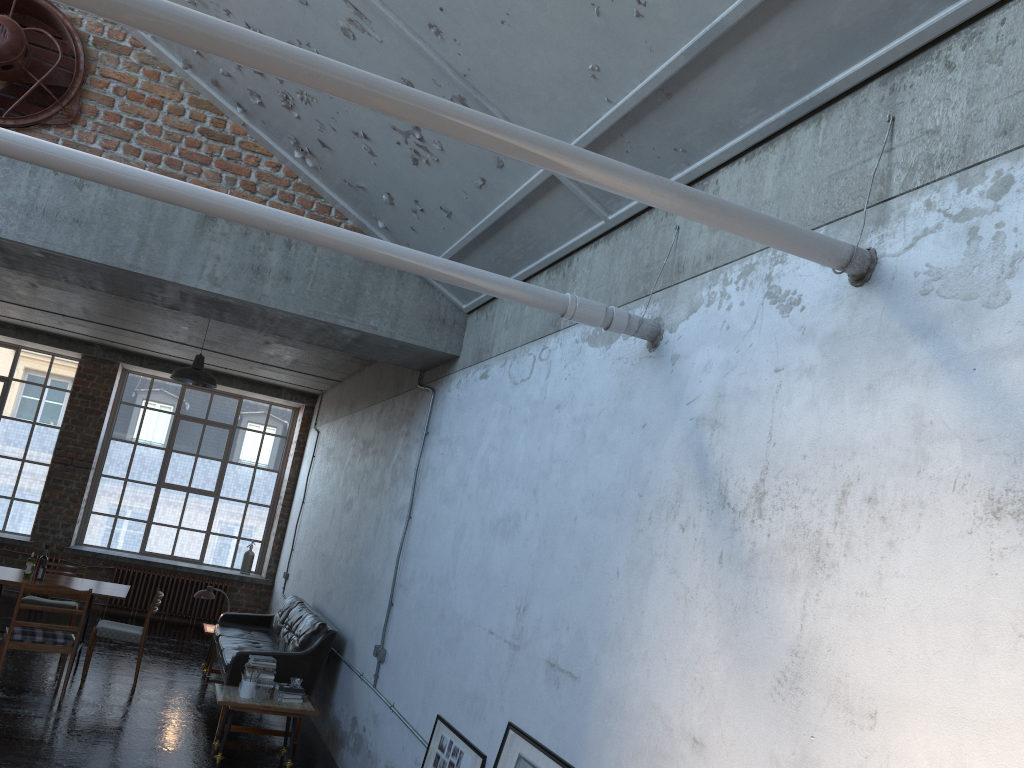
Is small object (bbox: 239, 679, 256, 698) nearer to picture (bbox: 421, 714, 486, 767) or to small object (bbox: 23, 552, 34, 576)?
picture (bbox: 421, 714, 486, 767)

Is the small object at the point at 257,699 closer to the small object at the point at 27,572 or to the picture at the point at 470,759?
the picture at the point at 470,759

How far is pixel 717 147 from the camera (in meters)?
3.69

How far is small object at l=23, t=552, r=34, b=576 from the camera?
8.7 meters

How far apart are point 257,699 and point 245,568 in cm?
754

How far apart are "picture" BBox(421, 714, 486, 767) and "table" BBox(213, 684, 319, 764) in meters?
2.2 m

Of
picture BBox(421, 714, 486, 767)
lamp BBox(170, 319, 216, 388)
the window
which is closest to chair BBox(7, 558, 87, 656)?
lamp BBox(170, 319, 216, 388)

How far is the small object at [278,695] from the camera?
7.2m

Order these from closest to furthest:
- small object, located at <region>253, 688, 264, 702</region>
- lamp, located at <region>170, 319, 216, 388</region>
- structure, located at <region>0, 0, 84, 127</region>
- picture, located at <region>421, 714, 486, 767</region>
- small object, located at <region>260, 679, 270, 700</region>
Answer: picture, located at <region>421, 714, 486, 767</region>
structure, located at <region>0, 0, 84, 127</region>
small object, located at <region>253, 688, 264, 702</region>
small object, located at <region>260, 679, 270, 700</region>
lamp, located at <region>170, 319, 216, 388</region>

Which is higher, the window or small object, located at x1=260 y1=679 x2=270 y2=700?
the window
